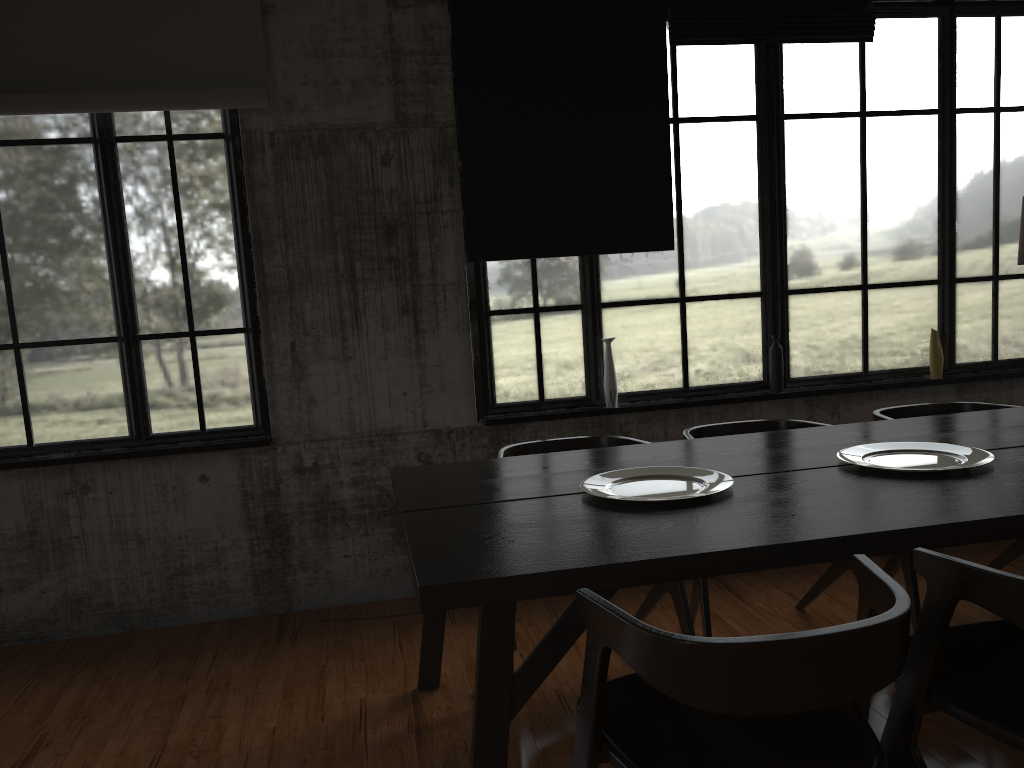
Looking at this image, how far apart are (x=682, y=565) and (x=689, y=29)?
3.7m

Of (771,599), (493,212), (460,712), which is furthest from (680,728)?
(493,212)

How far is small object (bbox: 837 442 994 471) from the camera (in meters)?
3.16

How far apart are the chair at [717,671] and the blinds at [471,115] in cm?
297

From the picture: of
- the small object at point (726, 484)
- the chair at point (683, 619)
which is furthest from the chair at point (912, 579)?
the small object at point (726, 484)

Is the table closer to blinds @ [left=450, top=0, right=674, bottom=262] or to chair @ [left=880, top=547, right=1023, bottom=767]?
chair @ [left=880, top=547, right=1023, bottom=767]

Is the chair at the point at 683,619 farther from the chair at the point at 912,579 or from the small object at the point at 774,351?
the small object at the point at 774,351

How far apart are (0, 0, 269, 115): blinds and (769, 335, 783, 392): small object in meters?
3.2 m

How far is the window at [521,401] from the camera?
5.2m

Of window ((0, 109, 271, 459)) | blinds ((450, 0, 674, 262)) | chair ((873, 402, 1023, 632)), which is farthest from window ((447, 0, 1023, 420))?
window ((0, 109, 271, 459))
